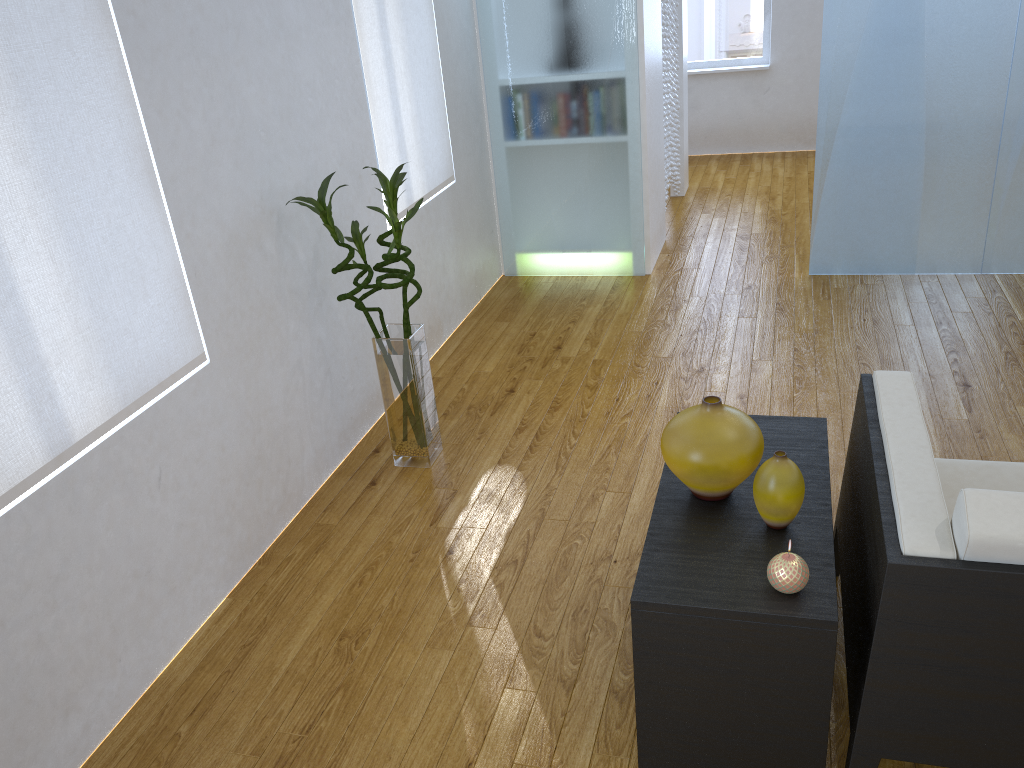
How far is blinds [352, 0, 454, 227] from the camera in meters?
3.2 m

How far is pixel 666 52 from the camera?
5.0 meters

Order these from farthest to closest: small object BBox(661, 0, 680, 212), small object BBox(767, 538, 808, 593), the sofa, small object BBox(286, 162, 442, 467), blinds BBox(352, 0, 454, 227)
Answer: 1. small object BBox(661, 0, 680, 212)
2. blinds BBox(352, 0, 454, 227)
3. small object BBox(286, 162, 442, 467)
4. small object BBox(767, 538, 808, 593)
5. the sofa

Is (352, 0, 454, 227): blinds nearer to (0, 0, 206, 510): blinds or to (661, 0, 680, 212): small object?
(0, 0, 206, 510): blinds

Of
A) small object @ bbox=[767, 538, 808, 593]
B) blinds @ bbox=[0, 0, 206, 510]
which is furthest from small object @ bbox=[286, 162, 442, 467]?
small object @ bbox=[767, 538, 808, 593]

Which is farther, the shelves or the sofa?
the shelves

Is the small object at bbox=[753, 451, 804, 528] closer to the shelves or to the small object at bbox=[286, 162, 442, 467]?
the shelves

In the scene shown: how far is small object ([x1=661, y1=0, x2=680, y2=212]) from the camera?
5.0 meters

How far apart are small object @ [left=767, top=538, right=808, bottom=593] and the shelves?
0.0 meters

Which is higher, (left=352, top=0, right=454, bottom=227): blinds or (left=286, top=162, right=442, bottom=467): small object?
(left=352, top=0, right=454, bottom=227): blinds
